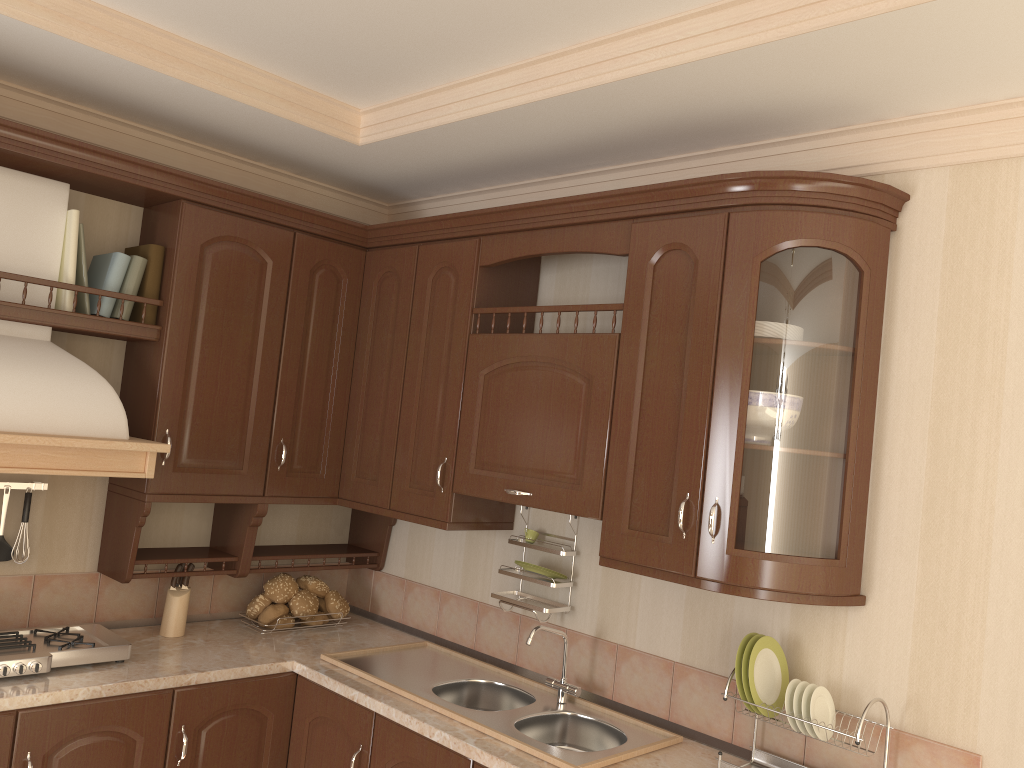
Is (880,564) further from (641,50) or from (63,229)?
(63,229)

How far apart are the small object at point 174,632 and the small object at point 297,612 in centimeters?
37cm

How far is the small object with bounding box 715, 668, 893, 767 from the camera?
2.2m

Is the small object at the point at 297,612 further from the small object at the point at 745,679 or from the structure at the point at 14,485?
the small object at the point at 745,679

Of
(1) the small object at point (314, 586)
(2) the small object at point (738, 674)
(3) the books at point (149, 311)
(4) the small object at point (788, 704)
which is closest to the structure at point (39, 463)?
(3) the books at point (149, 311)

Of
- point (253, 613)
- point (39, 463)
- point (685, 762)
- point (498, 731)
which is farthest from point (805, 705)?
point (39, 463)

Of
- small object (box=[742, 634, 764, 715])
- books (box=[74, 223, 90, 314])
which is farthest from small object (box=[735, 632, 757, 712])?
books (box=[74, 223, 90, 314])

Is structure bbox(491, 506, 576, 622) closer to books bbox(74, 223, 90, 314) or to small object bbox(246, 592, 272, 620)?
small object bbox(246, 592, 272, 620)

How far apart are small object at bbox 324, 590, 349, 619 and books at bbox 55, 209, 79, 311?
1.36m

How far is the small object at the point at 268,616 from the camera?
3.1 meters
